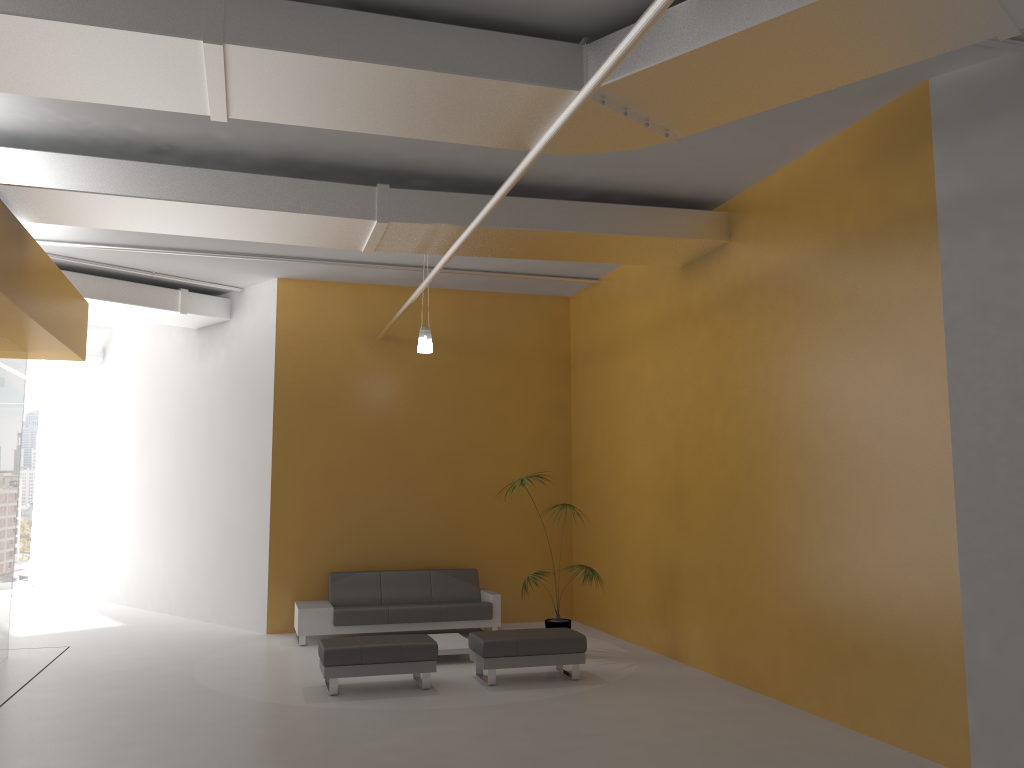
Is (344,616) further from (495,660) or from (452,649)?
(495,660)

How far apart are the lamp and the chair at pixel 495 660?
3.1 meters

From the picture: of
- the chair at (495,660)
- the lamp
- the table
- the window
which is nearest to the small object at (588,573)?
the chair at (495,660)

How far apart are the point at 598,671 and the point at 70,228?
7.10m

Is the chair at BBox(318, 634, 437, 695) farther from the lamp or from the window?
the window

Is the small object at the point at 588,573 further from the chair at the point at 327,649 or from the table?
the chair at the point at 327,649

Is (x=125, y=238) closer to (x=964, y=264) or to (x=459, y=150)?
(x=459, y=150)

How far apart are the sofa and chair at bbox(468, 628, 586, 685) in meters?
2.1

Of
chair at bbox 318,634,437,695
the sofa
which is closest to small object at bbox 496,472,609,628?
the sofa

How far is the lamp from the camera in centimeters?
973cm
